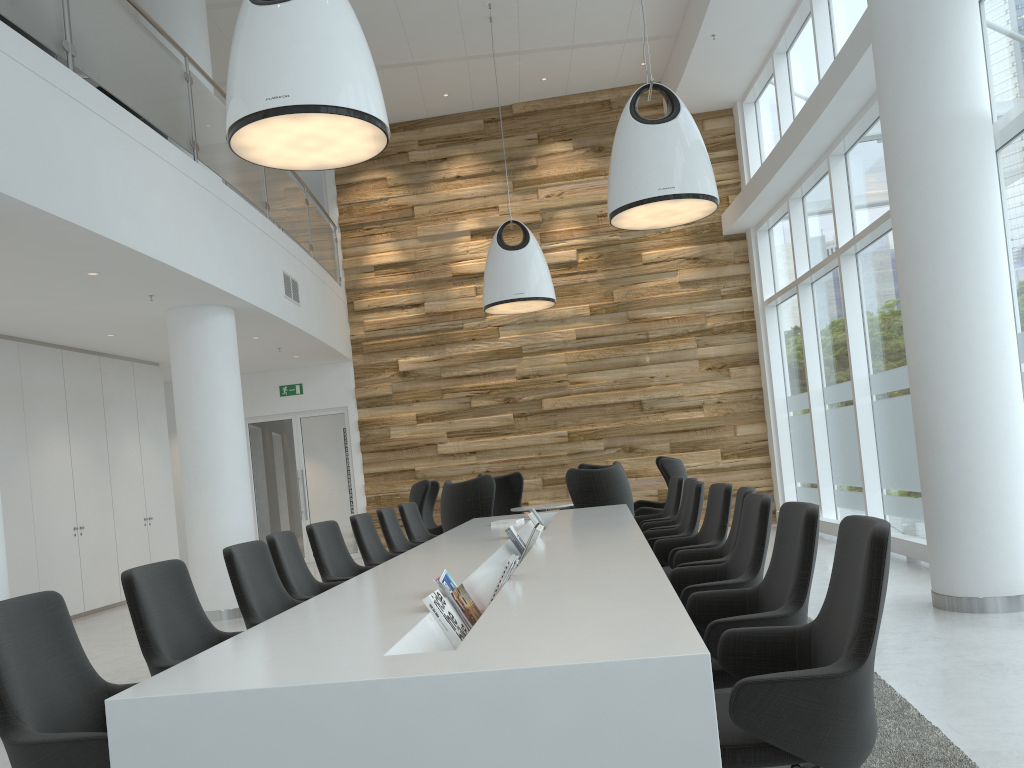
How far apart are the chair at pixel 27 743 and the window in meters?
6.0

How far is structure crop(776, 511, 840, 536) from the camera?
10.02m

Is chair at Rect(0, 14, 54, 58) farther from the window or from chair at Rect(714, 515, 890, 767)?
the window

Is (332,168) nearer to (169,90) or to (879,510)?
(169,90)

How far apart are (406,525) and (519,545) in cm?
241

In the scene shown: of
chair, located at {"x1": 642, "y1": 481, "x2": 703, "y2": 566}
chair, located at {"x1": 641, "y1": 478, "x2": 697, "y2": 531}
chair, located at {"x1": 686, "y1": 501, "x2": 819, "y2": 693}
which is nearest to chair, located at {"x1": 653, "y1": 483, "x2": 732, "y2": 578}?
chair, located at {"x1": 642, "y1": 481, "x2": 703, "y2": 566}

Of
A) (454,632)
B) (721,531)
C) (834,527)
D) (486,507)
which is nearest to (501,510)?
(486,507)

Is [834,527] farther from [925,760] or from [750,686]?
[750,686]

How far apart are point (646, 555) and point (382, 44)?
9.3m

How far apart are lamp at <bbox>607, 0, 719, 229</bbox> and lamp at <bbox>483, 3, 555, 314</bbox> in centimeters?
295cm
